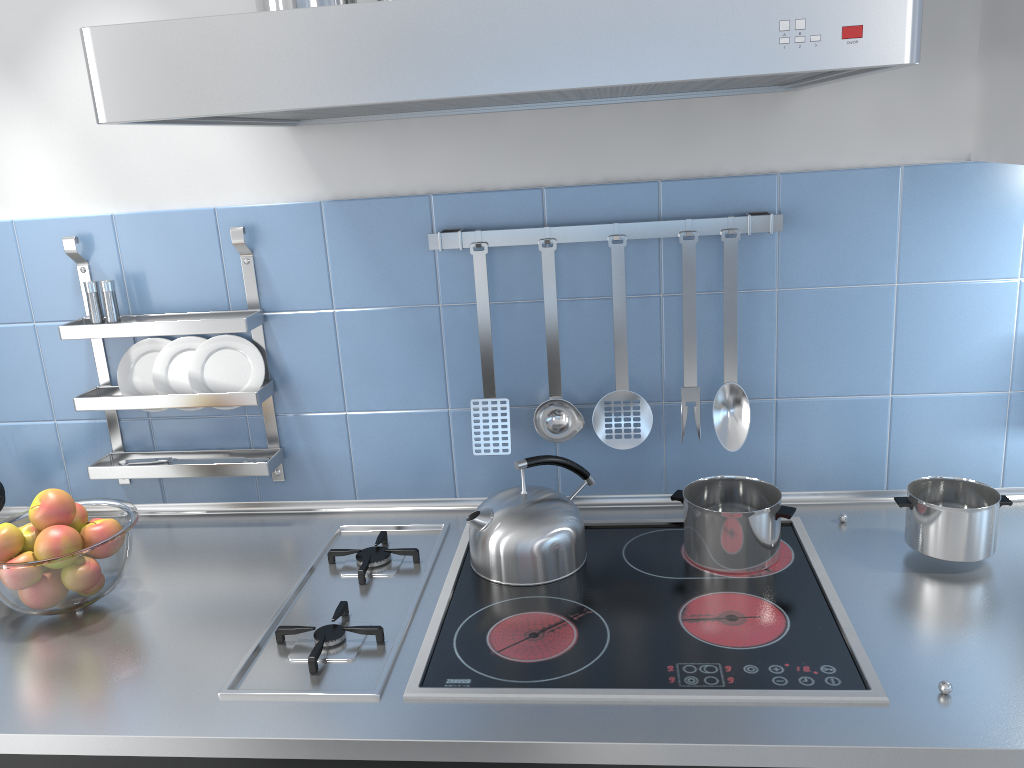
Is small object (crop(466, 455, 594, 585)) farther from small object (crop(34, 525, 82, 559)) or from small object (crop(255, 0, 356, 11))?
small object (crop(255, 0, 356, 11))

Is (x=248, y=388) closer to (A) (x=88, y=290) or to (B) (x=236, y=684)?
(A) (x=88, y=290)

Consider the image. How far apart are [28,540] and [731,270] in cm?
121

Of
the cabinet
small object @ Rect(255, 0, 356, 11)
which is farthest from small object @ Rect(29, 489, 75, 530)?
the cabinet

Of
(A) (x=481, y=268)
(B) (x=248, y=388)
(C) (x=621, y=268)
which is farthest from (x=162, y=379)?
(C) (x=621, y=268)

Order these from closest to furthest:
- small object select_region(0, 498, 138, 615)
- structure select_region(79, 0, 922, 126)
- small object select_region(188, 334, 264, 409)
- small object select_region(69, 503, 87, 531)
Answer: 1. structure select_region(79, 0, 922, 126)
2. small object select_region(0, 498, 138, 615)
3. small object select_region(69, 503, 87, 531)
4. small object select_region(188, 334, 264, 409)

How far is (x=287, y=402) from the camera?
1.7m

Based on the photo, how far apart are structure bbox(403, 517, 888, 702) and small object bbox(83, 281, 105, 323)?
0.8m

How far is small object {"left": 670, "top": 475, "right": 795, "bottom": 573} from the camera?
1.4 meters

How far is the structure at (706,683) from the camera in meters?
1.1
